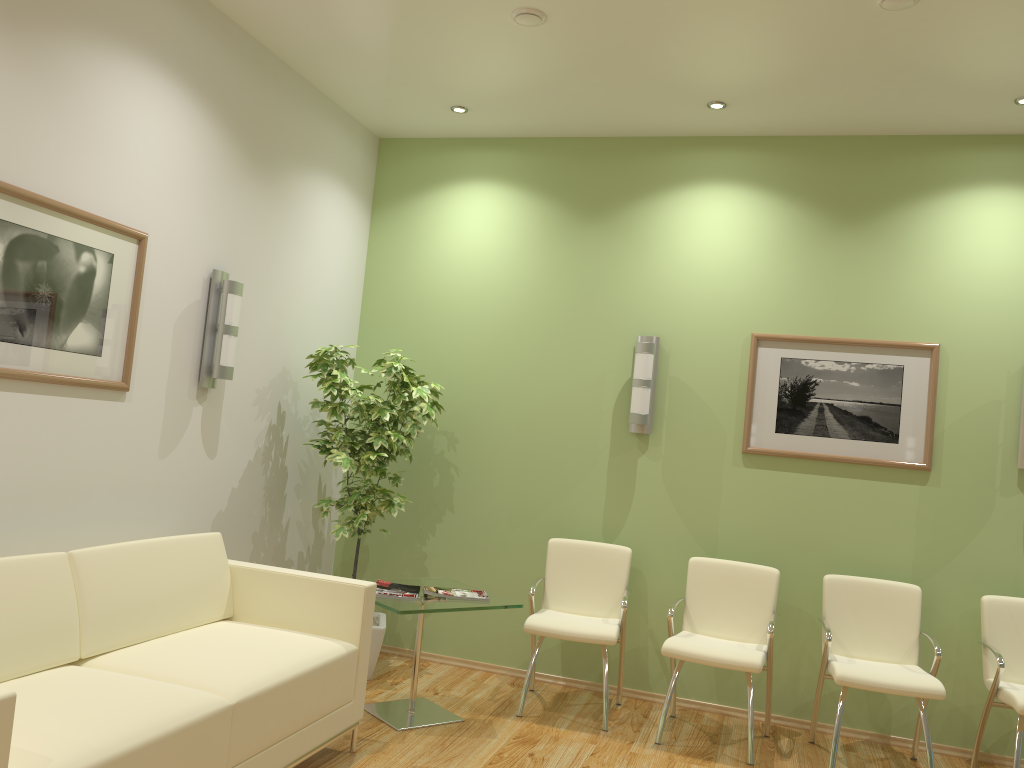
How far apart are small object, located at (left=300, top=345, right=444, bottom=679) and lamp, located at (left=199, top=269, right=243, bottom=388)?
0.57m

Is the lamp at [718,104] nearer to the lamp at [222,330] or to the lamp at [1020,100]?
the lamp at [1020,100]

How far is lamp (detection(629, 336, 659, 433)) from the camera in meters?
5.2

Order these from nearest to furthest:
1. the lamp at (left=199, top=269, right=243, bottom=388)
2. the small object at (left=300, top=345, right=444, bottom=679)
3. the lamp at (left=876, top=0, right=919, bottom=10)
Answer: the lamp at (left=876, top=0, right=919, bottom=10) < the lamp at (left=199, top=269, right=243, bottom=388) < the small object at (left=300, top=345, right=444, bottom=679)

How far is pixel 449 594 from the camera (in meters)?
4.45

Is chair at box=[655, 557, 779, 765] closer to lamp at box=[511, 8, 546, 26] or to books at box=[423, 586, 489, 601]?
books at box=[423, 586, 489, 601]

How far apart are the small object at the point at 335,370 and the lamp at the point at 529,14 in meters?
2.0 m

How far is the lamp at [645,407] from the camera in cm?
516

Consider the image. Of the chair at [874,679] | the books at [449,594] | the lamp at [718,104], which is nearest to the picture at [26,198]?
the books at [449,594]

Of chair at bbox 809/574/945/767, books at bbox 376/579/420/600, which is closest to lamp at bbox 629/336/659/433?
chair at bbox 809/574/945/767
